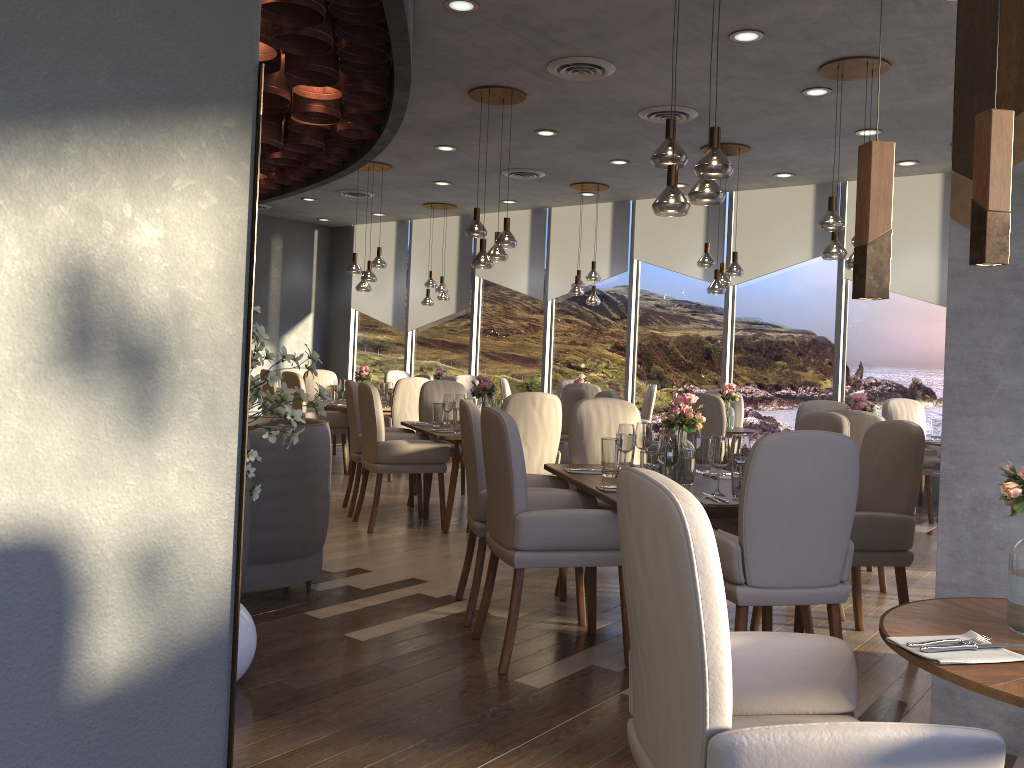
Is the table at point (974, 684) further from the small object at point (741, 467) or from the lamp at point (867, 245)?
the small object at point (741, 467)

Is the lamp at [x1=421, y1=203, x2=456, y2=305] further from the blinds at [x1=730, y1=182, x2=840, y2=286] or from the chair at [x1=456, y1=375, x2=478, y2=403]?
the blinds at [x1=730, y1=182, x2=840, y2=286]

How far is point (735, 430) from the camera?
7.83m

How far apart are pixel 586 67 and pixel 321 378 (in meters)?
5.48

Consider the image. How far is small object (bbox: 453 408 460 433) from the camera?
6.2m

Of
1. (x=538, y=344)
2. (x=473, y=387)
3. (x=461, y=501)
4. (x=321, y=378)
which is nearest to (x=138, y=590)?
(x=473, y=387)

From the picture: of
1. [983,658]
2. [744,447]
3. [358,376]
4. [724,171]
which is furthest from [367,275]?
[983,658]

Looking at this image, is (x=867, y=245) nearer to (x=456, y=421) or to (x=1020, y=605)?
(x=1020, y=605)

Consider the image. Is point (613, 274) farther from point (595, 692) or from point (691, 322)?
point (595, 692)

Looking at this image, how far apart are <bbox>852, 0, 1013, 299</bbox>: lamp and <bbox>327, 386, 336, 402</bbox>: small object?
8.03m
